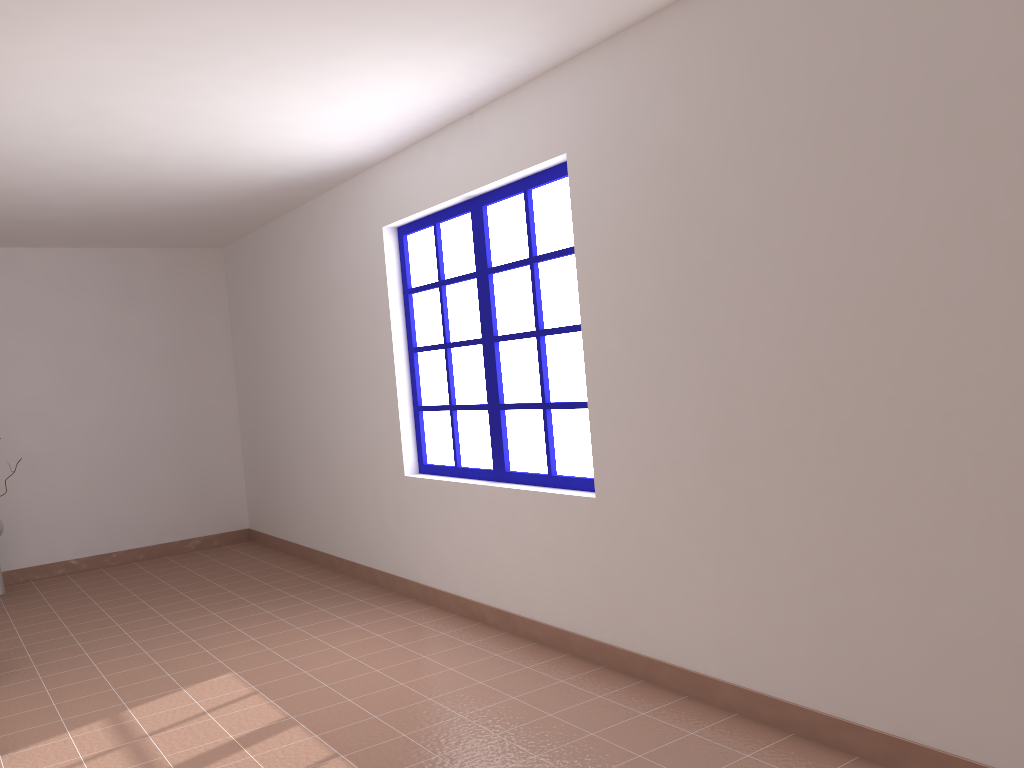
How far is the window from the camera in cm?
405

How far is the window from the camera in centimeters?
405cm

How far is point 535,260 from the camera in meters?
4.1 m

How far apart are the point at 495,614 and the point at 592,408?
1.3m
